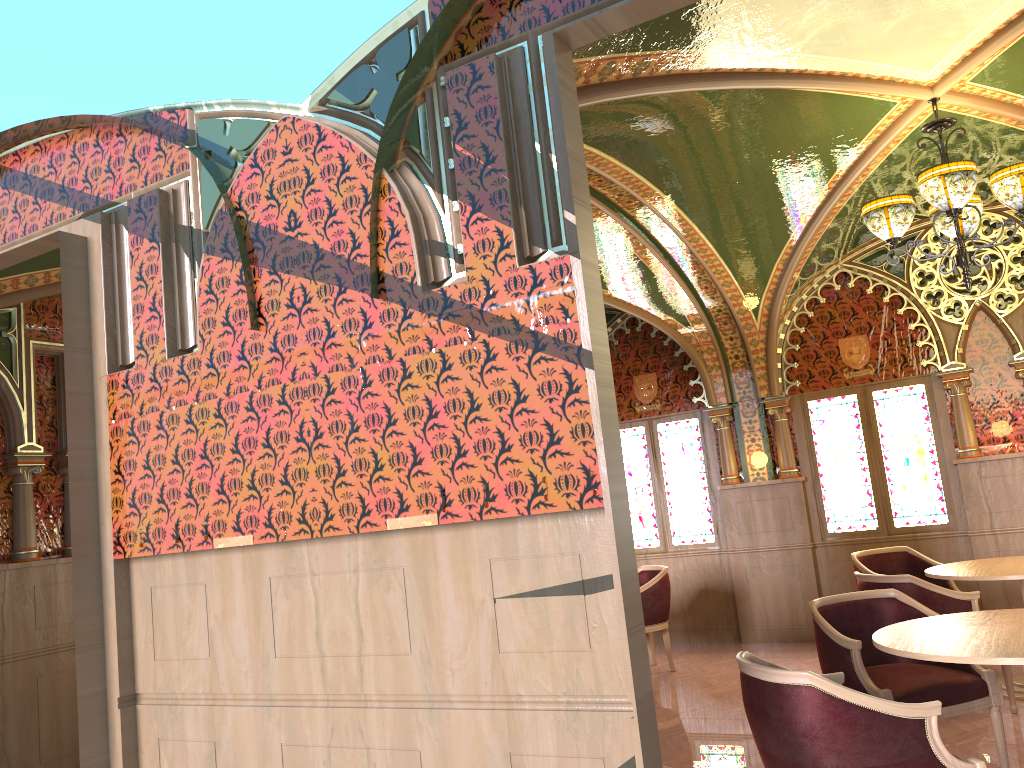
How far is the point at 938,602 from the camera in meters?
5.1

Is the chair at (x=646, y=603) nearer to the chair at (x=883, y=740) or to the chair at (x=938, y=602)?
the chair at (x=938, y=602)

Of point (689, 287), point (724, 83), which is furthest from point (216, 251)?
point (689, 287)

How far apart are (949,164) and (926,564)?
3.6 meters

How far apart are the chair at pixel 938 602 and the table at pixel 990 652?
1.09m

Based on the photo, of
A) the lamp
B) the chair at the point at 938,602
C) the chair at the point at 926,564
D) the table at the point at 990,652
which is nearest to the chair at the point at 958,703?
the table at the point at 990,652

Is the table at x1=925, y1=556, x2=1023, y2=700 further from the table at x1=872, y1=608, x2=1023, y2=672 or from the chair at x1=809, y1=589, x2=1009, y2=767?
the table at x1=872, y1=608, x2=1023, y2=672

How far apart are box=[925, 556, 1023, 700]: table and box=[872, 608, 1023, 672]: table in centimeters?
141cm

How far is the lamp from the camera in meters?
4.6

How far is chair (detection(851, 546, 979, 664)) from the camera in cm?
688
